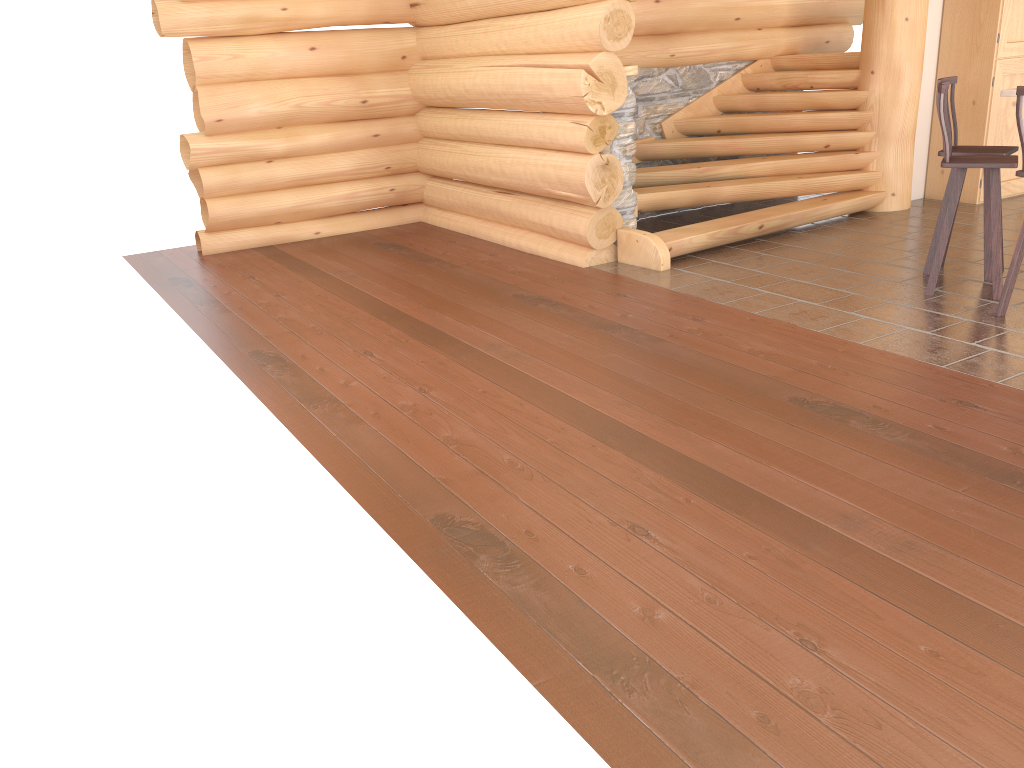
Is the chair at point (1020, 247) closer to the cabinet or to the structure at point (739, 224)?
the structure at point (739, 224)

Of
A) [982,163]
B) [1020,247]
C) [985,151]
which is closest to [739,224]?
[985,151]

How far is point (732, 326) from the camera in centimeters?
548cm

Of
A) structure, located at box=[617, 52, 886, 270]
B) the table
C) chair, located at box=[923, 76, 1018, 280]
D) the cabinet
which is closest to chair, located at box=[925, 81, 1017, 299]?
chair, located at box=[923, 76, 1018, 280]

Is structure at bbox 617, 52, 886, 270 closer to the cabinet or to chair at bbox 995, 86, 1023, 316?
the cabinet

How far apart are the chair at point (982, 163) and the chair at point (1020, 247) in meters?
0.3 m

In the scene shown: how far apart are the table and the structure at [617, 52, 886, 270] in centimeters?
226cm

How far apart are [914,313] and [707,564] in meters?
3.2

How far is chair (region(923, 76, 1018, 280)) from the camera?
5.9m

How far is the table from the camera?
5.45m
